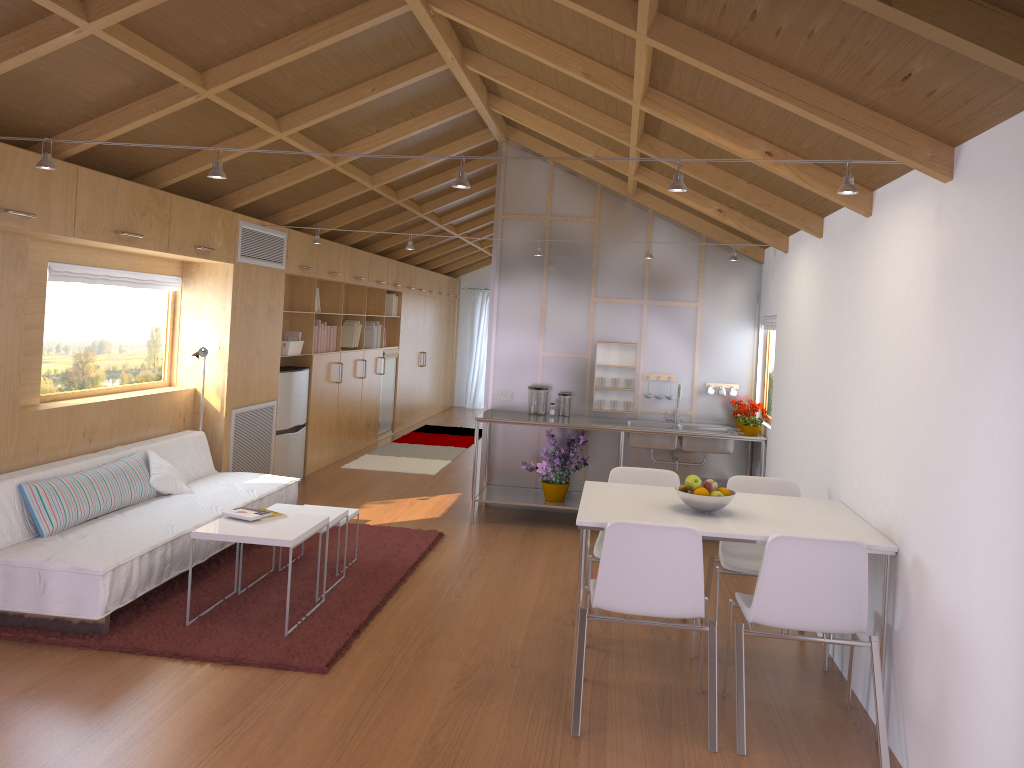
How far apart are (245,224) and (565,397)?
2.7 meters

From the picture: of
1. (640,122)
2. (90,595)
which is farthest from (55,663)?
Result: (640,122)

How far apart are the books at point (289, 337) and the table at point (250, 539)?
→ 3.5m

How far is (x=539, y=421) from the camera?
6.5m

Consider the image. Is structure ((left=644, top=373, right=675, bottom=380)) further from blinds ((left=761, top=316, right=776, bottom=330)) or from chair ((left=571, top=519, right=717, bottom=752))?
chair ((left=571, top=519, right=717, bottom=752))

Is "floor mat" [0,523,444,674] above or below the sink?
below

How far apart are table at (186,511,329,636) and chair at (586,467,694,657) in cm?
138

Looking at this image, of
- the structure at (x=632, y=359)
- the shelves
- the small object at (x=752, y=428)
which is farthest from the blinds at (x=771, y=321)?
the shelves

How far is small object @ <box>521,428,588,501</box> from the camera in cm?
662

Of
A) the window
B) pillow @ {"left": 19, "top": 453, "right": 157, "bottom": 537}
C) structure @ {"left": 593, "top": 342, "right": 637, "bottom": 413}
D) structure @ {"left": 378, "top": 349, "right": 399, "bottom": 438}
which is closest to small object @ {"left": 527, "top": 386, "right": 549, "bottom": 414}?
structure @ {"left": 593, "top": 342, "right": 637, "bottom": 413}
